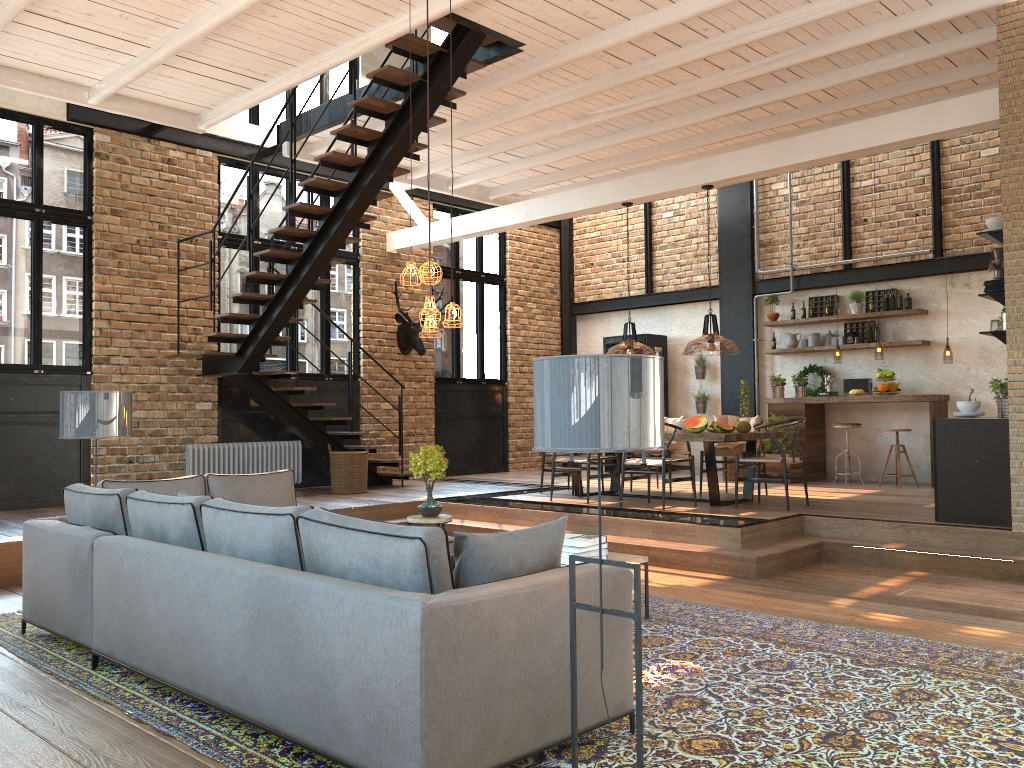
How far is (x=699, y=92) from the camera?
8.42m

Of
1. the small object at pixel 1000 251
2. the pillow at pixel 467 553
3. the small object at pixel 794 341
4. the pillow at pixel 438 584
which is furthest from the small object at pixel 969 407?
the pillow at pixel 438 584

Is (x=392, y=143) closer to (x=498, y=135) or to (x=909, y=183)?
(x=498, y=135)

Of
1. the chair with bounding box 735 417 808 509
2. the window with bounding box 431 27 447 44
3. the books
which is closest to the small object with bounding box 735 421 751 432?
the chair with bounding box 735 417 808 509

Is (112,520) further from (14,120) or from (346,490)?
(14,120)

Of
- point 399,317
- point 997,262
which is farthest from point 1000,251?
point 399,317

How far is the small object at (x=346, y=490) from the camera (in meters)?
10.52

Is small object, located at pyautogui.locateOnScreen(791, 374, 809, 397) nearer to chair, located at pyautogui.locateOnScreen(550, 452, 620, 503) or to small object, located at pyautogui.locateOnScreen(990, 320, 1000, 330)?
chair, located at pyautogui.locateOnScreen(550, 452, 620, 503)

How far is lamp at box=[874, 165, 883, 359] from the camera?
11.4m

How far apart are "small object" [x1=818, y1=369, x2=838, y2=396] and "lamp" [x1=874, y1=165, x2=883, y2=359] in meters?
0.7
